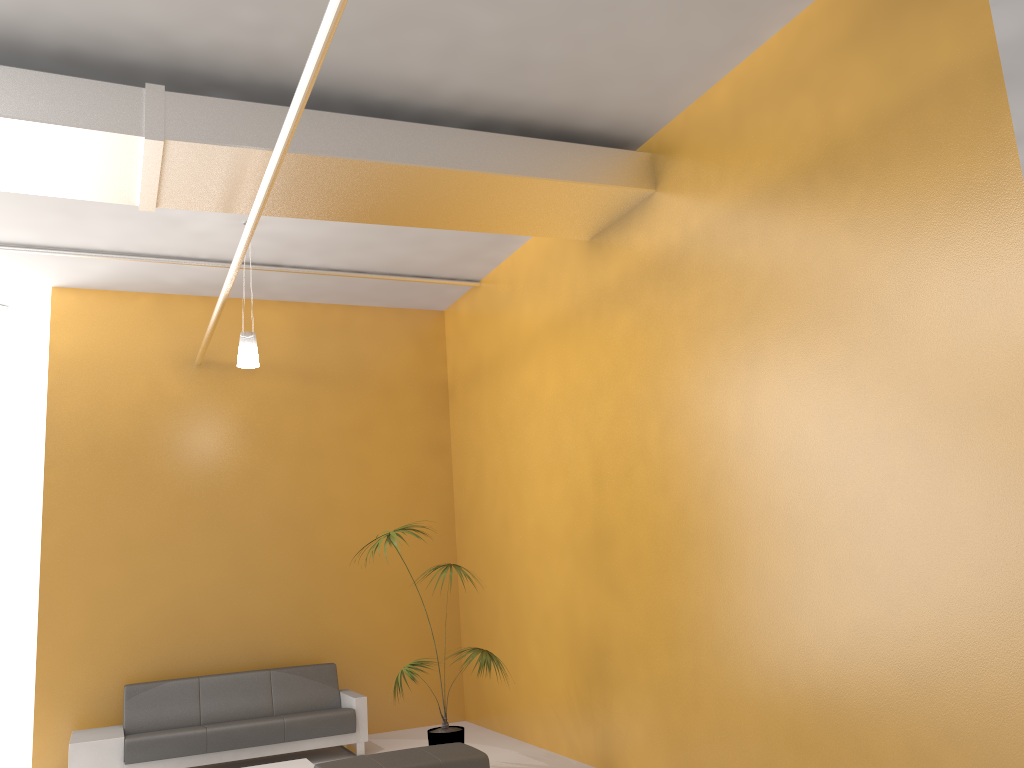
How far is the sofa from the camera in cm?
716

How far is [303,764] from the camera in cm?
695

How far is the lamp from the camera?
7.06m

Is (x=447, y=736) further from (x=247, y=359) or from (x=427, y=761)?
(x=247, y=359)

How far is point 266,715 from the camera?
8.09m

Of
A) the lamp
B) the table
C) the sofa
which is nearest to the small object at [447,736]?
the table

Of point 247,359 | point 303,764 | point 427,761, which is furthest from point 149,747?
point 247,359

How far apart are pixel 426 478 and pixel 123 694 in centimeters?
357cm

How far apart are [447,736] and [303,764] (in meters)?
1.24

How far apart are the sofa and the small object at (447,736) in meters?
1.0 m
